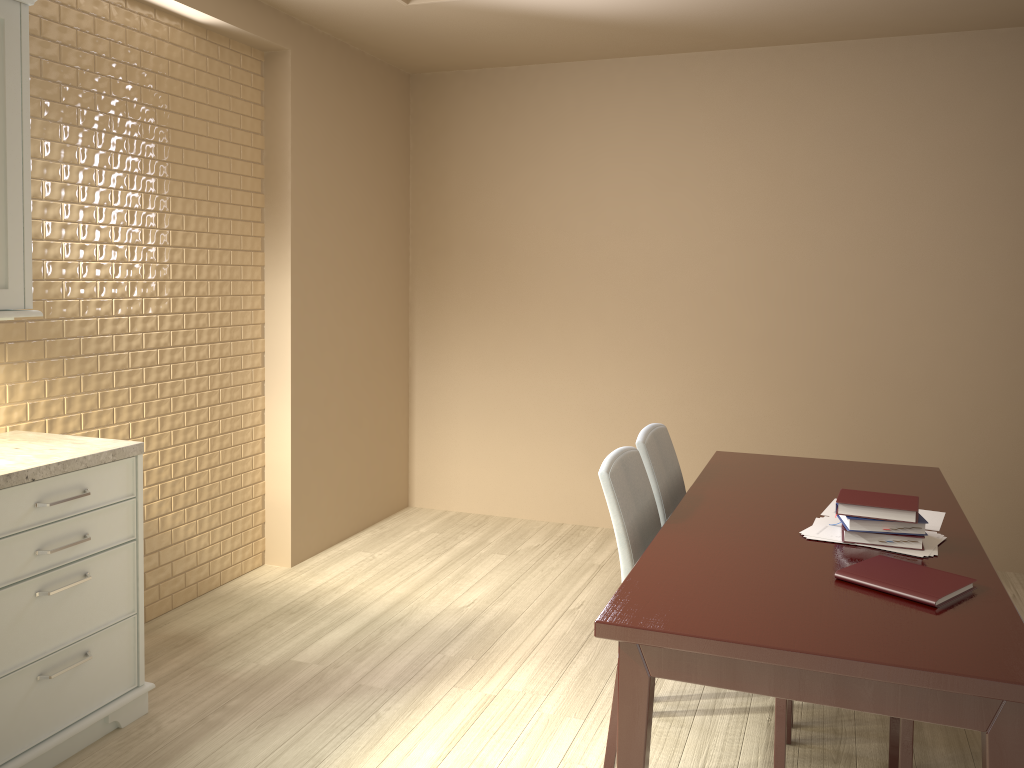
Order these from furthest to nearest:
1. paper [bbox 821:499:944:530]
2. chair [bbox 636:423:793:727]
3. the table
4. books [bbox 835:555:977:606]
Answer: chair [bbox 636:423:793:727] < paper [bbox 821:499:944:530] < books [bbox 835:555:977:606] < the table

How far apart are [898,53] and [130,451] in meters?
3.6 m

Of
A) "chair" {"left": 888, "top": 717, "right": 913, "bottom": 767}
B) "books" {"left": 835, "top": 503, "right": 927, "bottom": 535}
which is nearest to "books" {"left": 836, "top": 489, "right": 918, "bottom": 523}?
"books" {"left": 835, "top": 503, "right": 927, "bottom": 535}

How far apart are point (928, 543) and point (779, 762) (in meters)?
0.66

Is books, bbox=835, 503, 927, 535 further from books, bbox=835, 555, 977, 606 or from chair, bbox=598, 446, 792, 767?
chair, bbox=598, 446, 792, 767

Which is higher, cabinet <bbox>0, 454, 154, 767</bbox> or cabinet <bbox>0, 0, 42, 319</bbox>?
cabinet <bbox>0, 0, 42, 319</bbox>

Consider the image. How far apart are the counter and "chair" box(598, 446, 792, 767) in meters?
1.4 m

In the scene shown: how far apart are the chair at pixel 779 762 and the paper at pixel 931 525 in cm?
47

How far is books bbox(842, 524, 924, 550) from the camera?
2.1 meters

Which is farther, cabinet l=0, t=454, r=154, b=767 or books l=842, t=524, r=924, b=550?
cabinet l=0, t=454, r=154, b=767
